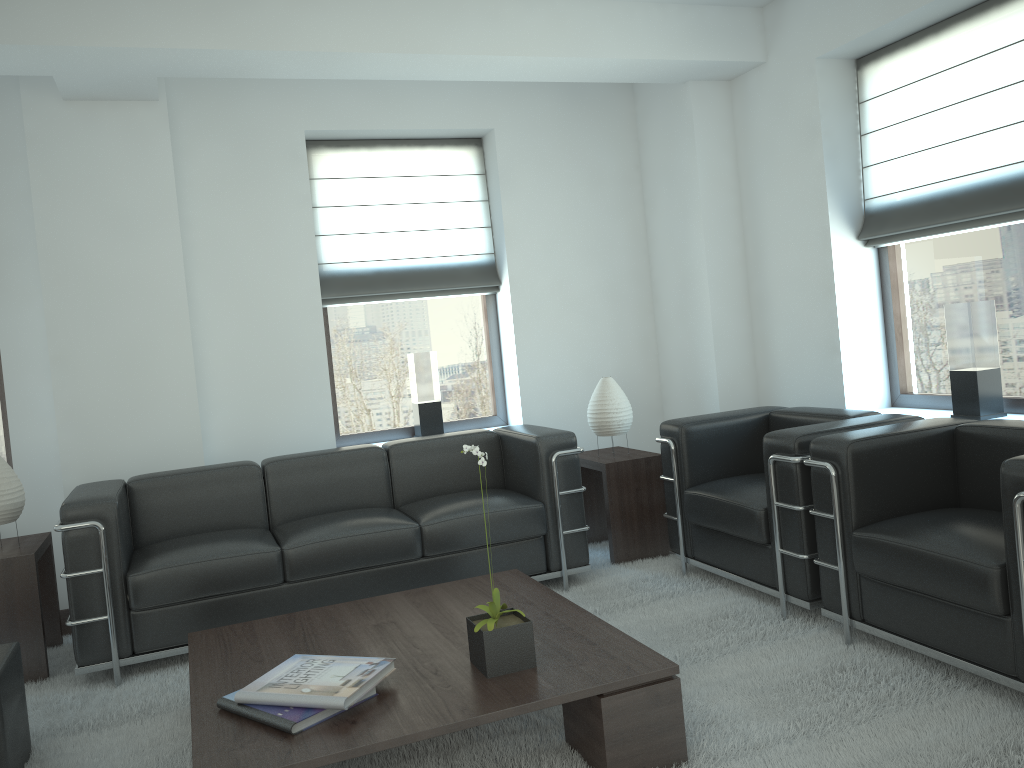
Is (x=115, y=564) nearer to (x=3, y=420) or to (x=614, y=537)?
(x=3, y=420)

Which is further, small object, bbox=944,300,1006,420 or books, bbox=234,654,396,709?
small object, bbox=944,300,1006,420

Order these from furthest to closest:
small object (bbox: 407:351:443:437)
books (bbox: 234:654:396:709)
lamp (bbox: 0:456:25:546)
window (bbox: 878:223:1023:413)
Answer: small object (bbox: 407:351:443:437), window (bbox: 878:223:1023:413), lamp (bbox: 0:456:25:546), books (bbox: 234:654:396:709)

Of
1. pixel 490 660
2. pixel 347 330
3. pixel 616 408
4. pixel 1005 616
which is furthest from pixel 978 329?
pixel 347 330

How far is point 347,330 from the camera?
8.0 meters

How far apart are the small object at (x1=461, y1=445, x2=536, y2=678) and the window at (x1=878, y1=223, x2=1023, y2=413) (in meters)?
3.95

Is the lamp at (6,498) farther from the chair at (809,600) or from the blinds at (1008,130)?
the blinds at (1008,130)

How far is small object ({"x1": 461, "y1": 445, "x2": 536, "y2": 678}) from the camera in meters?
3.8

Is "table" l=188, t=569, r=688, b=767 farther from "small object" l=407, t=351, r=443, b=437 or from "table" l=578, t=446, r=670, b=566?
"small object" l=407, t=351, r=443, b=437

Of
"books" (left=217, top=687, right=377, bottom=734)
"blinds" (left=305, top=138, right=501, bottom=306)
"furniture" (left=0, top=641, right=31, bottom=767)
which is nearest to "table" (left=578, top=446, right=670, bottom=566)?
"blinds" (left=305, top=138, right=501, bottom=306)
